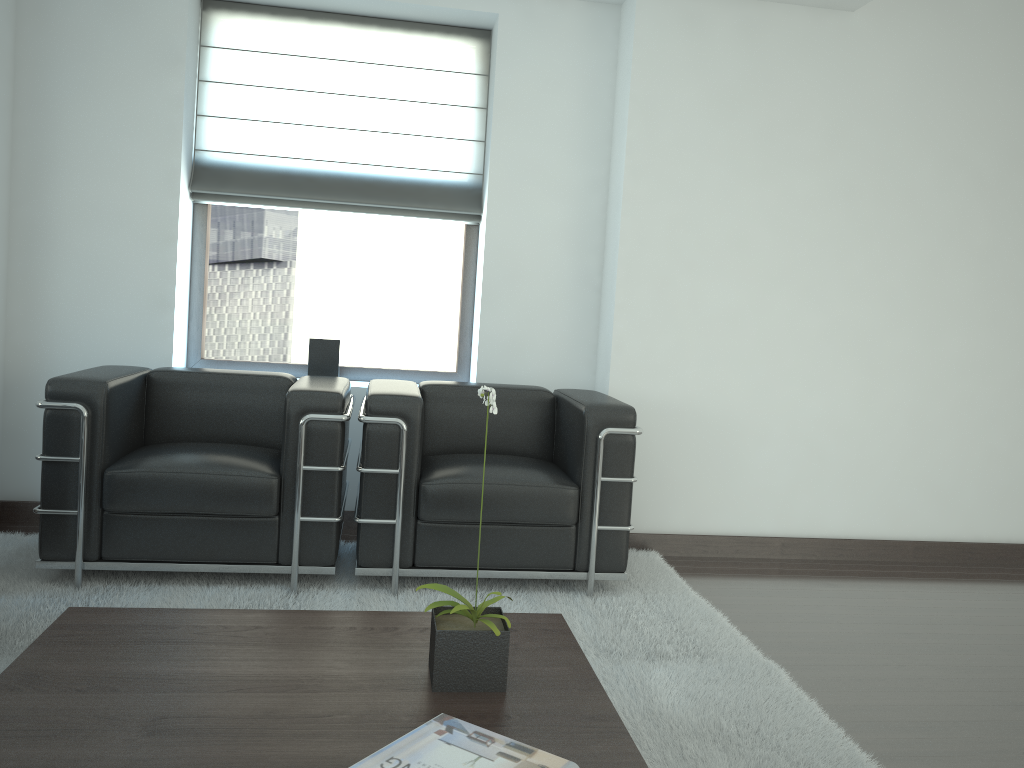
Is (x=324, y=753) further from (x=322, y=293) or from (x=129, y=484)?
(x=322, y=293)

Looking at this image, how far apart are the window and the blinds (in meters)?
0.13

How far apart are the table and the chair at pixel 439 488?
1.4 meters

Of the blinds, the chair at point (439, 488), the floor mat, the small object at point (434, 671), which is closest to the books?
the small object at point (434, 671)

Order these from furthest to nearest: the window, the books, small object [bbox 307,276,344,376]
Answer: the window
small object [bbox 307,276,344,376]
the books

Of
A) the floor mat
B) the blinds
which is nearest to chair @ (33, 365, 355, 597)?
the floor mat

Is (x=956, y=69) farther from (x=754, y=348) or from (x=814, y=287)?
(x=754, y=348)

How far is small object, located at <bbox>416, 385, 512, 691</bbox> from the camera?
2.9 meters

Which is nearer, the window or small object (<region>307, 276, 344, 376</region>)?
small object (<region>307, 276, 344, 376</region>)

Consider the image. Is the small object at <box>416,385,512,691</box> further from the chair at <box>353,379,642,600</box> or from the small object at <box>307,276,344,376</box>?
the small object at <box>307,276,344,376</box>
